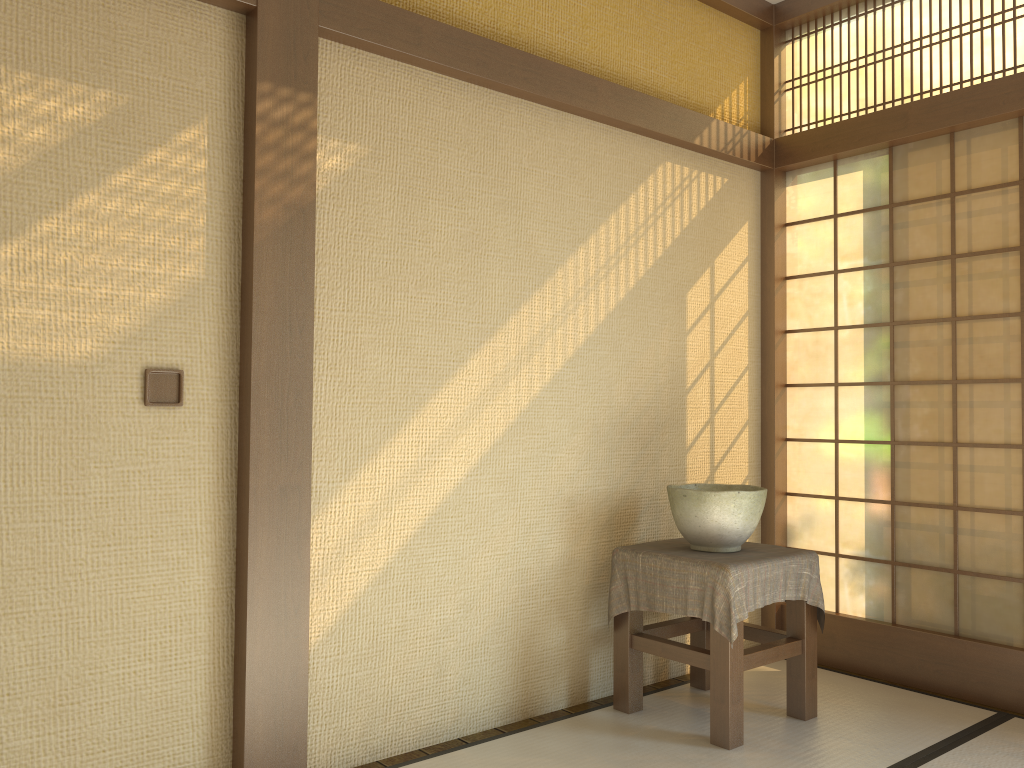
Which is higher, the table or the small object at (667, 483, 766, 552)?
the small object at (667, 483, 766, 552)

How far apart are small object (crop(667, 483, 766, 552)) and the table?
0.0 meters

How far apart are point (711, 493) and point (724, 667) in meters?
0.6

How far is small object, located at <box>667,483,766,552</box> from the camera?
3.1m

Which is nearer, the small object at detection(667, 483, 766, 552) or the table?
the table

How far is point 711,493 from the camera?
3.07m

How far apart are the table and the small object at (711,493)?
0.0m

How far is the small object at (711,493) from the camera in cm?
307

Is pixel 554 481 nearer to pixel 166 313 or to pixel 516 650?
A: pixel 516 650

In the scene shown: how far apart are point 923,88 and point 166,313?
3.1m
